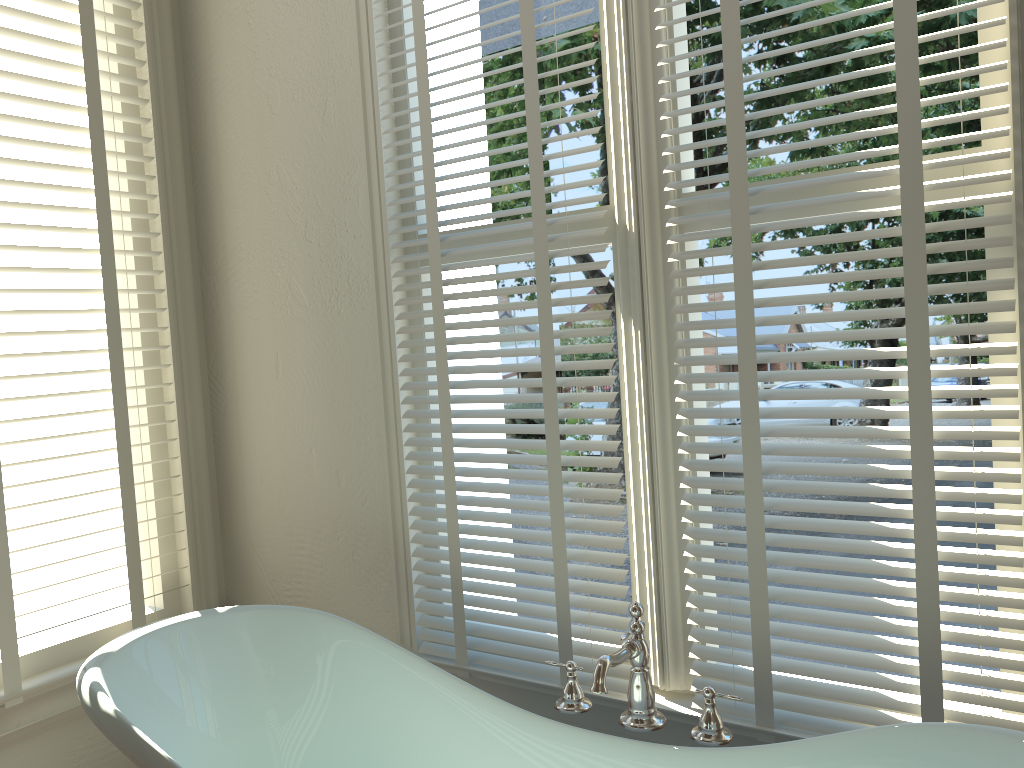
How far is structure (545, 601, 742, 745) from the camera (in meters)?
1.44

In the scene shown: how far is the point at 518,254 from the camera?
1.9m

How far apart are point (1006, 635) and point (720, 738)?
0.5 meters

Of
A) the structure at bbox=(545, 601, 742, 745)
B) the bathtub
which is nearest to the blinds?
the structure at bbox=(545, 601, 742, 745)

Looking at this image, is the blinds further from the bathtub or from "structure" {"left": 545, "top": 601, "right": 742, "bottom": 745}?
the bathtub

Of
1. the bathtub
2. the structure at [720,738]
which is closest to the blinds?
Answer: the structure at [720,738]

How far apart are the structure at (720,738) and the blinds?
0.2 meters

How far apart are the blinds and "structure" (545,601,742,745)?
0.2m

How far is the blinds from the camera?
1.4m

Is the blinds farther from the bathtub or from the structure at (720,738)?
the bathtub
